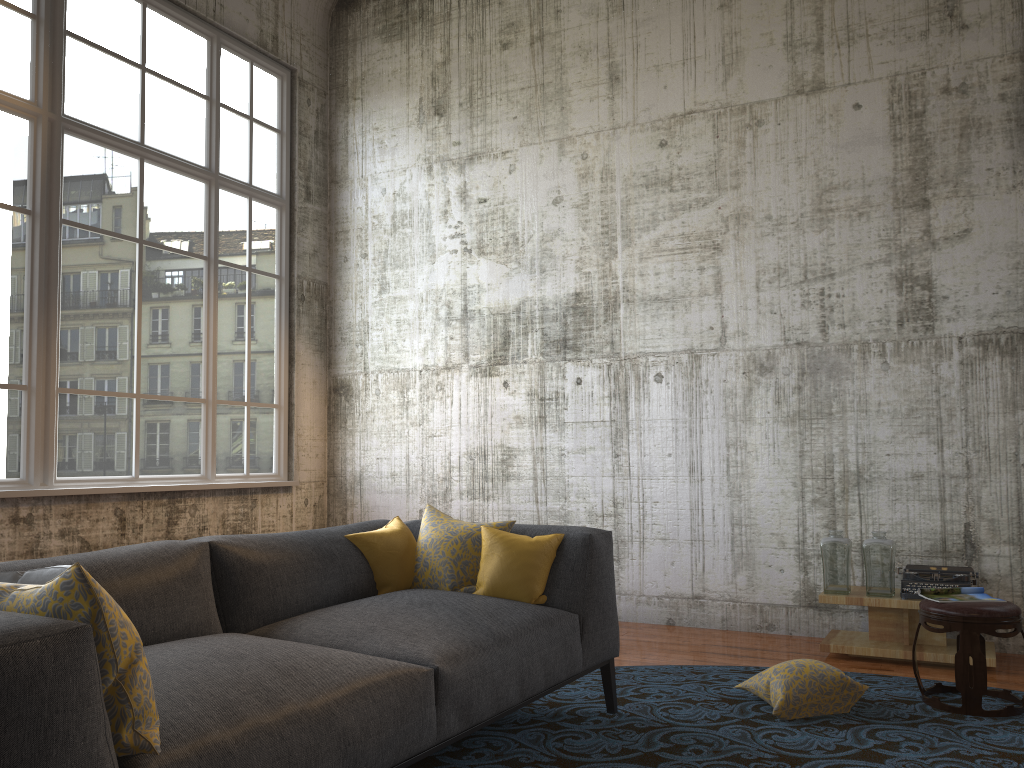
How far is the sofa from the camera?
1.6 meters

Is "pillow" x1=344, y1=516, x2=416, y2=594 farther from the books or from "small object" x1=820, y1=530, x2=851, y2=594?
"small object" x1=820, y1=530, x2=851, y2=594

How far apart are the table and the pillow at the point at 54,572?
4.09m

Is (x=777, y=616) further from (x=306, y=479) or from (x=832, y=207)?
(x=306, y=479)

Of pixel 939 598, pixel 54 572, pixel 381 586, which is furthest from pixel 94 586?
pixel 939 598

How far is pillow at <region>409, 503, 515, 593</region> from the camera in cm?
371

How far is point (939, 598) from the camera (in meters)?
4.07

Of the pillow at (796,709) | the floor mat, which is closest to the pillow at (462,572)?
the floor mat

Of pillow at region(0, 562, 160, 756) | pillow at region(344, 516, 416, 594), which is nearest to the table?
pillow at region(344, 516, 416, 594)

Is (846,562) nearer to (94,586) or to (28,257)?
(94,586)
